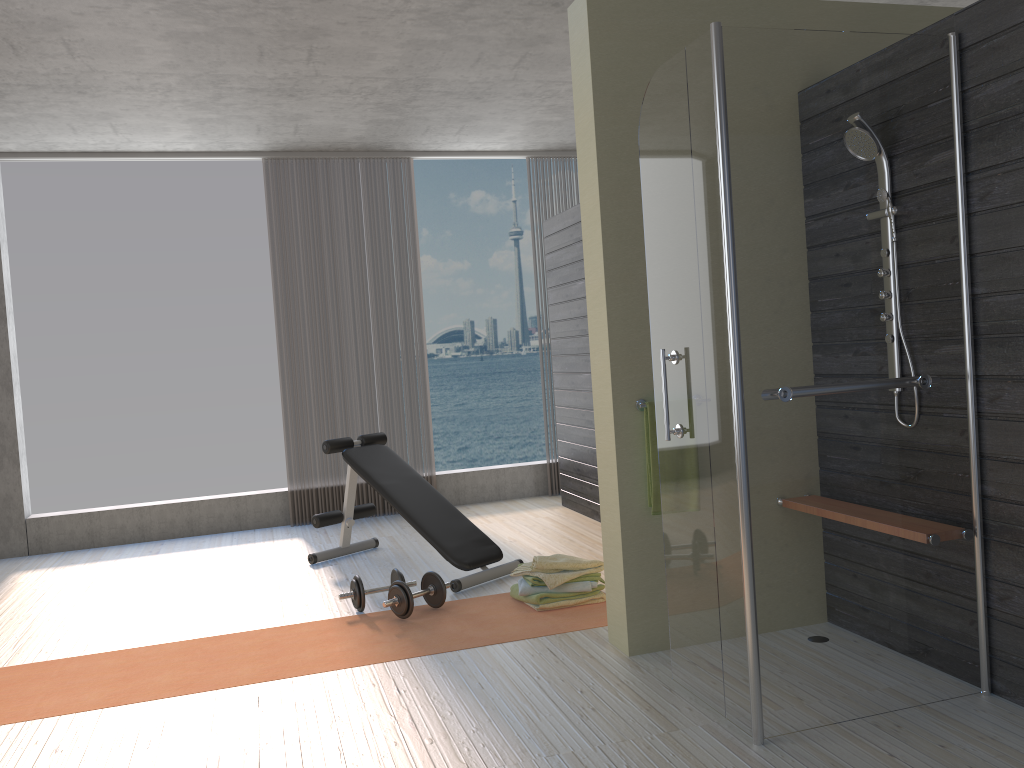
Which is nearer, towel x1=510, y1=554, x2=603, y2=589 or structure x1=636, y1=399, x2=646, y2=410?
structure x1=636, y1=399, x2=646, y2=410

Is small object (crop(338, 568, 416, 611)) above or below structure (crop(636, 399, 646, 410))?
below

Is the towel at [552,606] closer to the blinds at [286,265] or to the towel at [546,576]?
the towel at [546,576]

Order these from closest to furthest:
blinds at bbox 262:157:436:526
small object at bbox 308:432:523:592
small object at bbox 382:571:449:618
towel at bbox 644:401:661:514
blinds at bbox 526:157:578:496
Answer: towel at bbox 644:401:661:514 → small object at bbox 382:571:449:618 → small object at bbox 308:432:523:592 → blinds at bbox 262:157:436:526 → blinds at bbox 526:157:578:496

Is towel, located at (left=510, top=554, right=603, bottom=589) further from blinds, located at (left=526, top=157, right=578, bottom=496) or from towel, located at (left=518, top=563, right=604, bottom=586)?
blinds, located at (left=526, top=157, right=578, bottom=496)

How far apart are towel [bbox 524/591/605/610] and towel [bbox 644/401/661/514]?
0.9 meters

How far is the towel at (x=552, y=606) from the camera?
4.0m

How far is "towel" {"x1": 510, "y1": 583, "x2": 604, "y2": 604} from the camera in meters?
4.0 m

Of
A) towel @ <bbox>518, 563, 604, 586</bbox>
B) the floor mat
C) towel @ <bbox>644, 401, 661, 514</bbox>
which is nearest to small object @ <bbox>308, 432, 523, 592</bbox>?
the floor mat

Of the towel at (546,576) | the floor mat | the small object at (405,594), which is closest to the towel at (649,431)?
the floor mat
